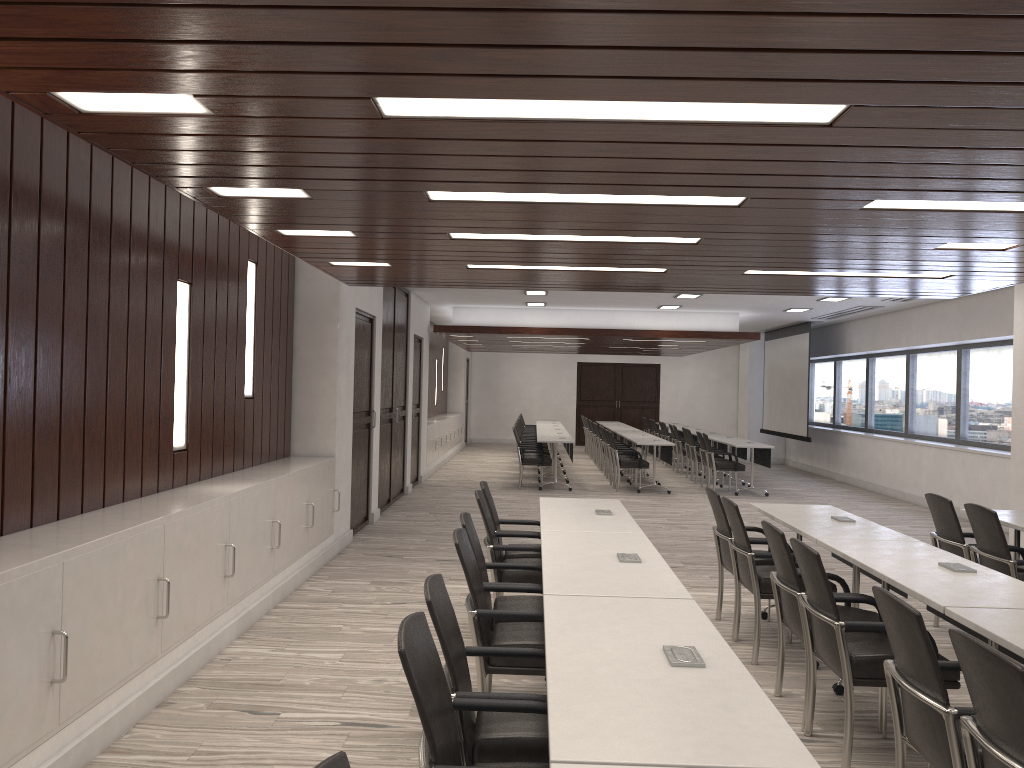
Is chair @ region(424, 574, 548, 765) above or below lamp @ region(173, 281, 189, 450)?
below

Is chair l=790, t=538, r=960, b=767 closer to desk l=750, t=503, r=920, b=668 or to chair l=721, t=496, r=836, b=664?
desk l=750, t=503, r=920, b=668

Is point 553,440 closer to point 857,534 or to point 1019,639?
point 857,534

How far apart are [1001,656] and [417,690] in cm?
147

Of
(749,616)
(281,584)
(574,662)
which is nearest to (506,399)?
(281,584)

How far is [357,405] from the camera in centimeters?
925cm

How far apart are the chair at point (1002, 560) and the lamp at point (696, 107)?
3.30m

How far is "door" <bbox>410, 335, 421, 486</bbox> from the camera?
13.8m

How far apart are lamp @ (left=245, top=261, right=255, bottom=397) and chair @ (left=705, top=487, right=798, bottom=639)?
3.58m

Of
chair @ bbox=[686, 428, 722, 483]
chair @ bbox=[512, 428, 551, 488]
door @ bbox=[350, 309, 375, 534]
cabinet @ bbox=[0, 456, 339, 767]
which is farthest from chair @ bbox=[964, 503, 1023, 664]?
chair @ bbox=[686, 428, 722, 483]
